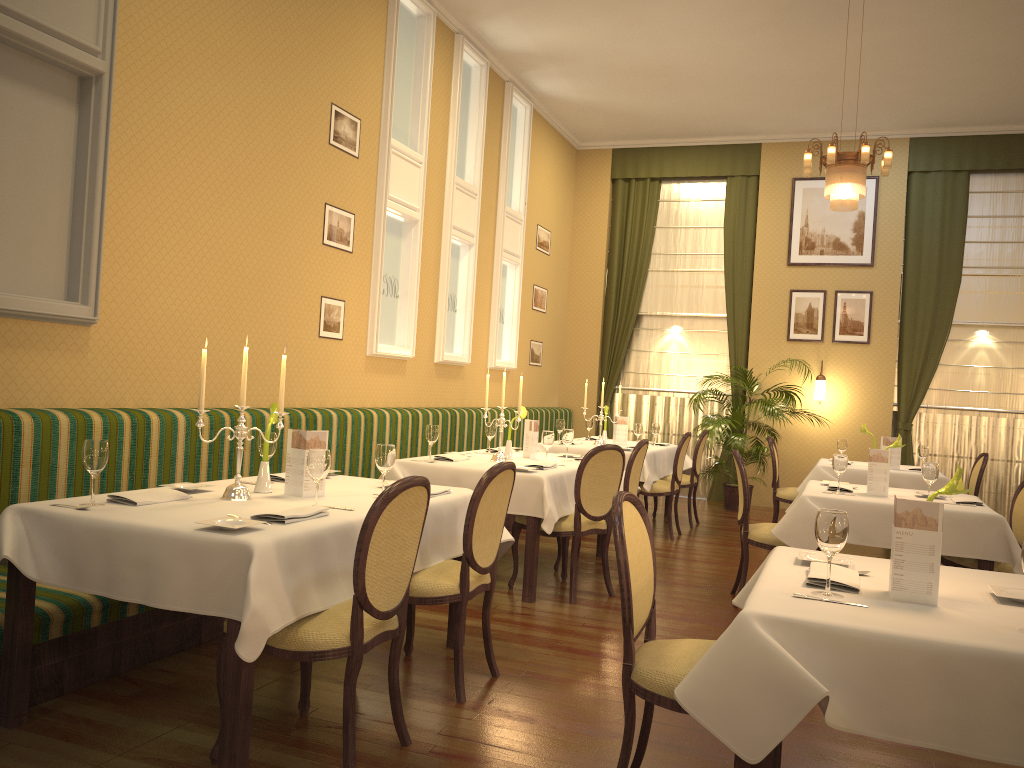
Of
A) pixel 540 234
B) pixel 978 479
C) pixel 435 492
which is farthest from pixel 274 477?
pixel 540 234

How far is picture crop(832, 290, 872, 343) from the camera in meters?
10.3 m

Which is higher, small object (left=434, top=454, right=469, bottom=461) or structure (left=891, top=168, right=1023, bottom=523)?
structure (left=891, top=168, right=1023, bottom=523)

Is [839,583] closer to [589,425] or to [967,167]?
[589,425]

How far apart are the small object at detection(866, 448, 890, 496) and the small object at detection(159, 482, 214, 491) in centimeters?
377cm

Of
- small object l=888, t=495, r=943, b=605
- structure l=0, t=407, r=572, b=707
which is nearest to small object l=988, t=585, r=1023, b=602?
small object l=888, t=495, r=943, b=605

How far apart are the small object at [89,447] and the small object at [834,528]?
2.4m

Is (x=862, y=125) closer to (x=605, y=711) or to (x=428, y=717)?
(x=605, y=711)

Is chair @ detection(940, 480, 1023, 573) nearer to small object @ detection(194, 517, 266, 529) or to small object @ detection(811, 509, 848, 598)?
small object @ detection(811, 509, 848, 598)

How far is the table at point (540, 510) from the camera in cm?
518
